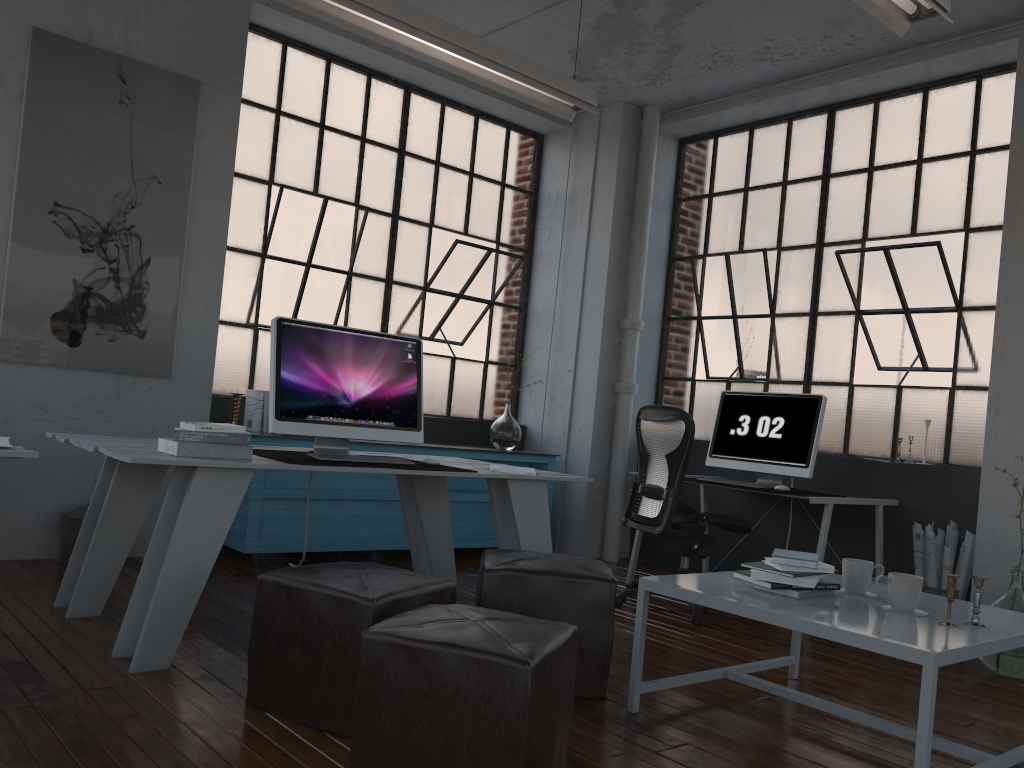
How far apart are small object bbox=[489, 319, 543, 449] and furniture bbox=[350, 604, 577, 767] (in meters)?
3.77

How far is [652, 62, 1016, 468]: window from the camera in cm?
503

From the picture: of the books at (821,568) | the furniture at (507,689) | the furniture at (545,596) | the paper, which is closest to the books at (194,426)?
the paper

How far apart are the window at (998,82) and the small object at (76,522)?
4.0 meters

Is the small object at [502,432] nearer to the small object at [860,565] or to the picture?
the picture

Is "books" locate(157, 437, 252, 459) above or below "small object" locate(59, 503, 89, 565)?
above

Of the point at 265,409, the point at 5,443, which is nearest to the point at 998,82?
the point at 265,409

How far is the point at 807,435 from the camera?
4.9m

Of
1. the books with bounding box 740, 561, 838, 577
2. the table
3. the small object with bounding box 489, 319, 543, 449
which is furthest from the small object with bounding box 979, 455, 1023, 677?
the small object with bounding box 489, 319, 543, 449

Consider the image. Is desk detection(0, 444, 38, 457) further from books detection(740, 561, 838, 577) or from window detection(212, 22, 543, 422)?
window detection(212, 22, 543, 422)
